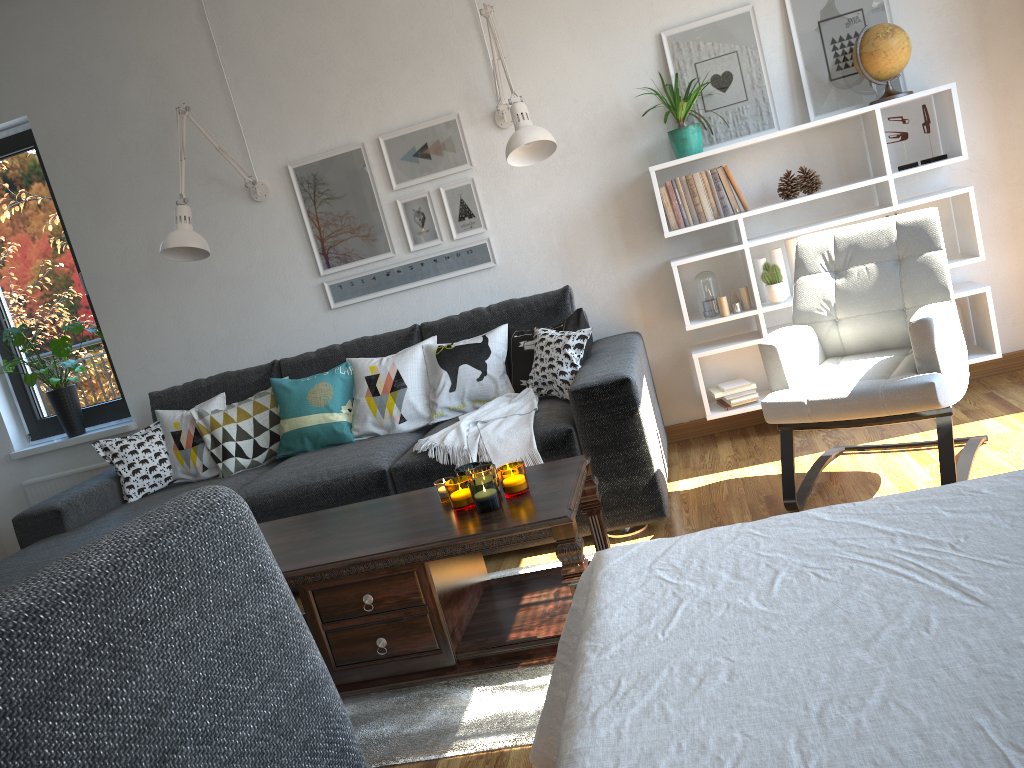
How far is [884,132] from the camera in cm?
360

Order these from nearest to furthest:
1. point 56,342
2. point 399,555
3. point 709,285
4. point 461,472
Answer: point 399,555
point 461,472
point 709,285
point 56,342

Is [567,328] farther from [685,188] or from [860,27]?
[860,27]

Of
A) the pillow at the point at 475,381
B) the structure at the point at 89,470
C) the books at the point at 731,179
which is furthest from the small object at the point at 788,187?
the structure at the point at 89,470

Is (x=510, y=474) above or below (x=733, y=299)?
below

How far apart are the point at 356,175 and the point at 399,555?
2.38m

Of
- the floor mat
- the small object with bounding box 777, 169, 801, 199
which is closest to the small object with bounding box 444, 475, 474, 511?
the floor mat

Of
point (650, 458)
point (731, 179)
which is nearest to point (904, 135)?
point (731, 179)

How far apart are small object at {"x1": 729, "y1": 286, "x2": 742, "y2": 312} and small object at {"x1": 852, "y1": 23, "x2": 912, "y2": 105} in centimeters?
96cm

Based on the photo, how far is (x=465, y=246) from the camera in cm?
409
